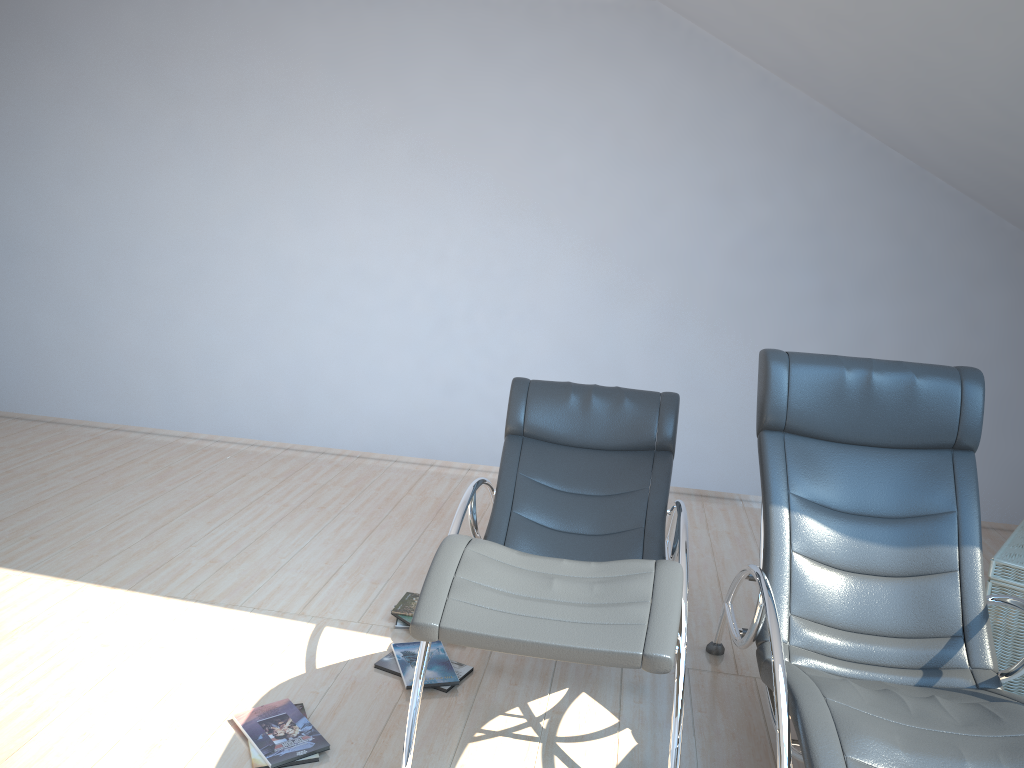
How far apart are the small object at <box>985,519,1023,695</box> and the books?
2.0 meters

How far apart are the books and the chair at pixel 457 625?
0.3 meters

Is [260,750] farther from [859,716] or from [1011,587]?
[1011,587]

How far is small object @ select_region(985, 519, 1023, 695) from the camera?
3.33m

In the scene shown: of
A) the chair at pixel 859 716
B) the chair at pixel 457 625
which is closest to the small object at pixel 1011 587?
the chair at pixel 859 716

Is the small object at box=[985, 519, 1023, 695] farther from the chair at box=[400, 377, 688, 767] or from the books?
the books

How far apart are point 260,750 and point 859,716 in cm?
170

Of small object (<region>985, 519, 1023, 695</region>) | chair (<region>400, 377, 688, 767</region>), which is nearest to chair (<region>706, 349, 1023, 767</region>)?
chair (<region>400, 377, 688, 767</region>)

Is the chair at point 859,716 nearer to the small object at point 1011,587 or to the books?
the small object at point 1011,587

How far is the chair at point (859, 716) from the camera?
2.1 meters
